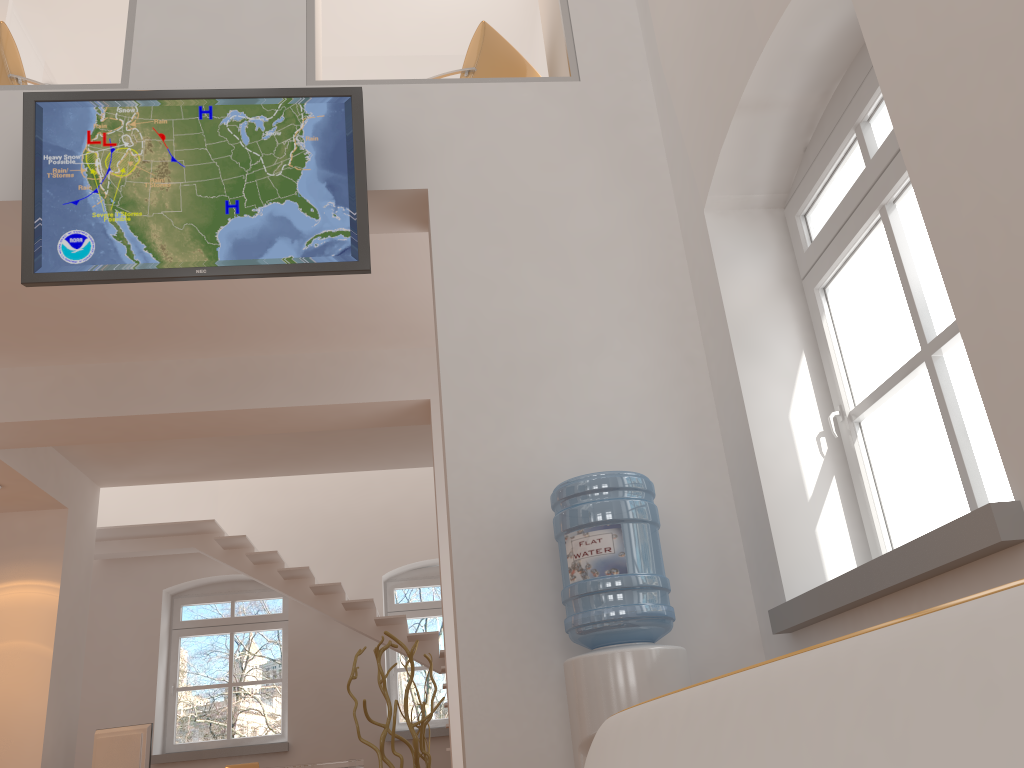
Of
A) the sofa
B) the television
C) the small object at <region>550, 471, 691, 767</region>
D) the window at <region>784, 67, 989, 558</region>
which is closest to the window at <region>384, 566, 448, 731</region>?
the television

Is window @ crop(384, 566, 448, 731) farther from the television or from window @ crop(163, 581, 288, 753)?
the television

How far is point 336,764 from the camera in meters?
7.0 m

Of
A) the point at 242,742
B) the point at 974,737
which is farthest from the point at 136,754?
the point at 974,737

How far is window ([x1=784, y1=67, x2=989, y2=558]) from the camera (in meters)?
2.67

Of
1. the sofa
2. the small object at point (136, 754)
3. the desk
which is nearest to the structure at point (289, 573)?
the desk

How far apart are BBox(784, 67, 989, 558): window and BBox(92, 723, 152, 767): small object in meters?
6.2 m

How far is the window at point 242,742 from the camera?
9.13m

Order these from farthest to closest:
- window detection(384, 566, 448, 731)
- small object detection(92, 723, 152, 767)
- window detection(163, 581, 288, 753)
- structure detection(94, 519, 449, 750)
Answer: window detection(384, 566, 448, 731)
window detection(163, 581, 288, 753)
structure detection(94, 519, 449, 750)
small object detection(92, 723, 152, 767)

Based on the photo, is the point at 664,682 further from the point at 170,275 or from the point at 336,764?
the point at 336,764
